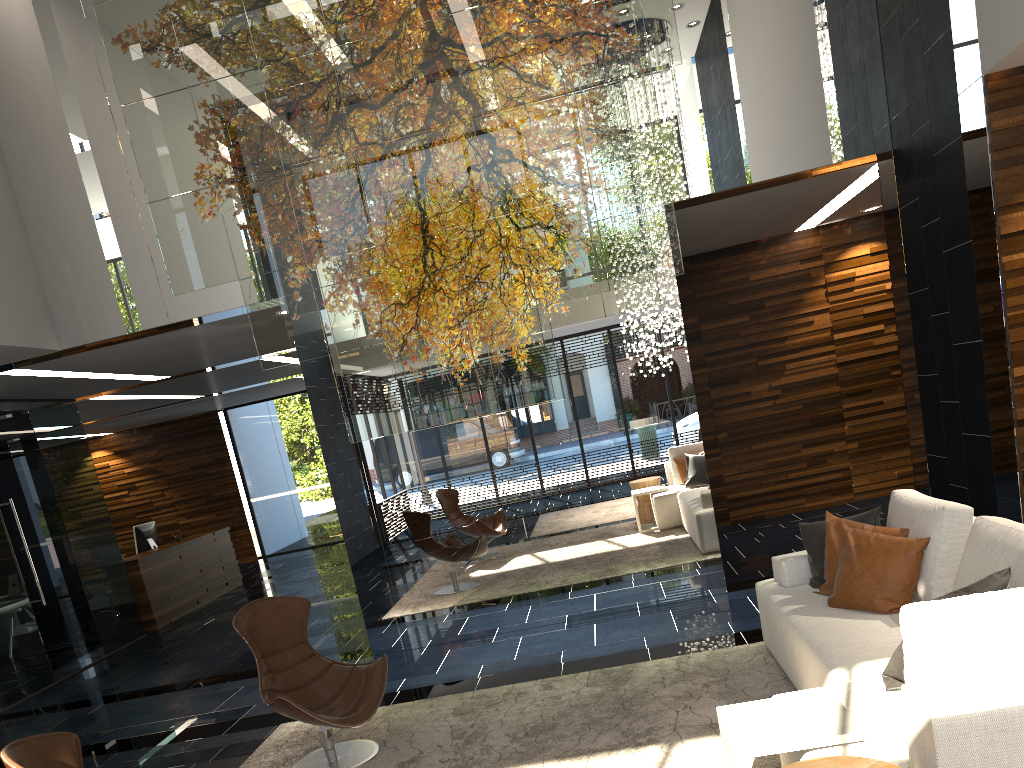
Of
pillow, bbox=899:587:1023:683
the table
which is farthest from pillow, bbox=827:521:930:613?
pillow, bbox=899:587:1023:683

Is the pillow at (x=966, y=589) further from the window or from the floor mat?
the window

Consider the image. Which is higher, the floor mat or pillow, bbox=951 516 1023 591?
pillow, bbox=951 516 1023 591

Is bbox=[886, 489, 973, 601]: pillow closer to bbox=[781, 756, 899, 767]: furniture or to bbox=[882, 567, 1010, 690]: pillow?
bbox=[882, 567, 1010, 690]: pillow

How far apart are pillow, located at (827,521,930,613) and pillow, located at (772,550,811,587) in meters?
0.5

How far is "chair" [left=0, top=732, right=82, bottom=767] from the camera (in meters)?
2.68

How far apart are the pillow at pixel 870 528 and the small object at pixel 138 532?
9.6 meters

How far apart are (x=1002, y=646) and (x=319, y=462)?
14.5m

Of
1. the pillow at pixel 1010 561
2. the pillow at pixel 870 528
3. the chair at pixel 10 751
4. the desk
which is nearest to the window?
the desk

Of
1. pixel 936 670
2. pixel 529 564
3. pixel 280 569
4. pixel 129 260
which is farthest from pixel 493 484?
pixel 280 569
